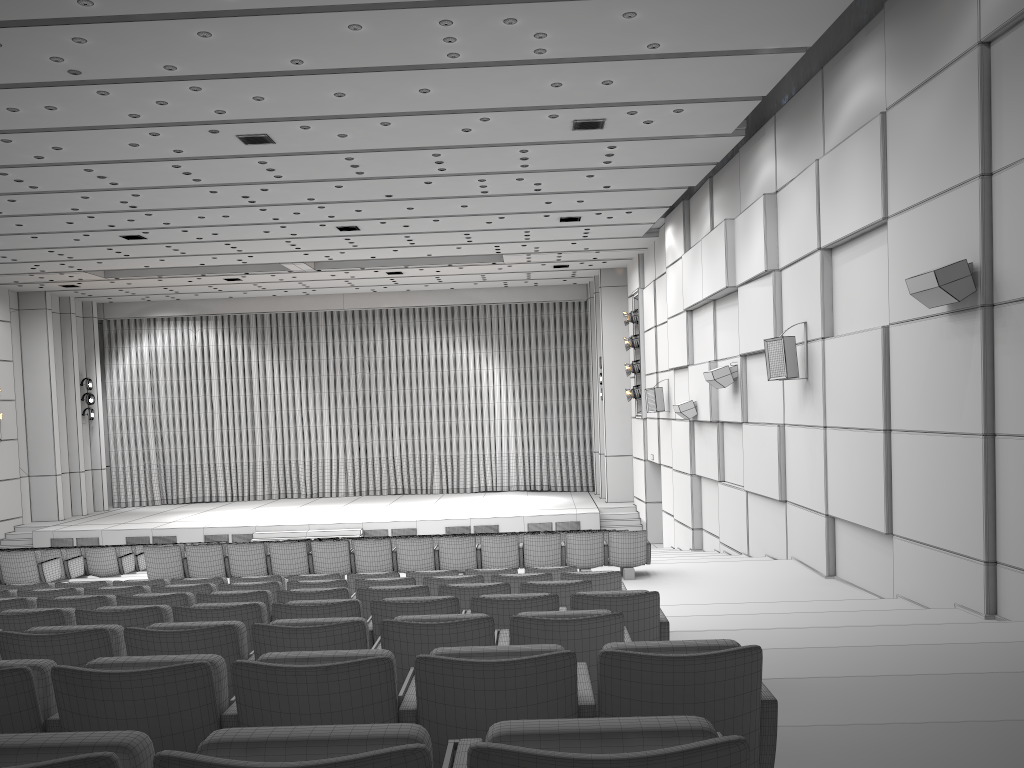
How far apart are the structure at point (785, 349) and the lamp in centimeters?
1108cm

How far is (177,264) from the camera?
21.8 meters

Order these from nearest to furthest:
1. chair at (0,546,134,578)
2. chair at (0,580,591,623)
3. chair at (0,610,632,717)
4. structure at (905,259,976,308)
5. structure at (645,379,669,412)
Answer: chair at (0,610,632,717) < chair at (0,580,591,623) < structure at (905,259,976,308) < chair at (0,546,134,578) < structure at (645,379,669,412)

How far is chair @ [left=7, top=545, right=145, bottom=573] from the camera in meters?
14.7

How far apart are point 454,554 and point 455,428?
18.3m

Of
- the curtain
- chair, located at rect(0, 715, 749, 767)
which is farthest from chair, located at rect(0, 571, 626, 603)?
the curtain

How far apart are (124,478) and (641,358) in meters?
Result: 17.5 m

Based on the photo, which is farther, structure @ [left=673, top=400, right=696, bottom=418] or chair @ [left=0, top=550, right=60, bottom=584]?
structure @ [left=673, top=400, right=696, bottom=418]

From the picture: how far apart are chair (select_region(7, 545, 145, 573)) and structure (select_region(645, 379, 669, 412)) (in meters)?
10.82

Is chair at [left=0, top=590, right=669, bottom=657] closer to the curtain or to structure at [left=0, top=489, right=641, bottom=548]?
structure at [left=0, top=489, right=641, bottom=548]
